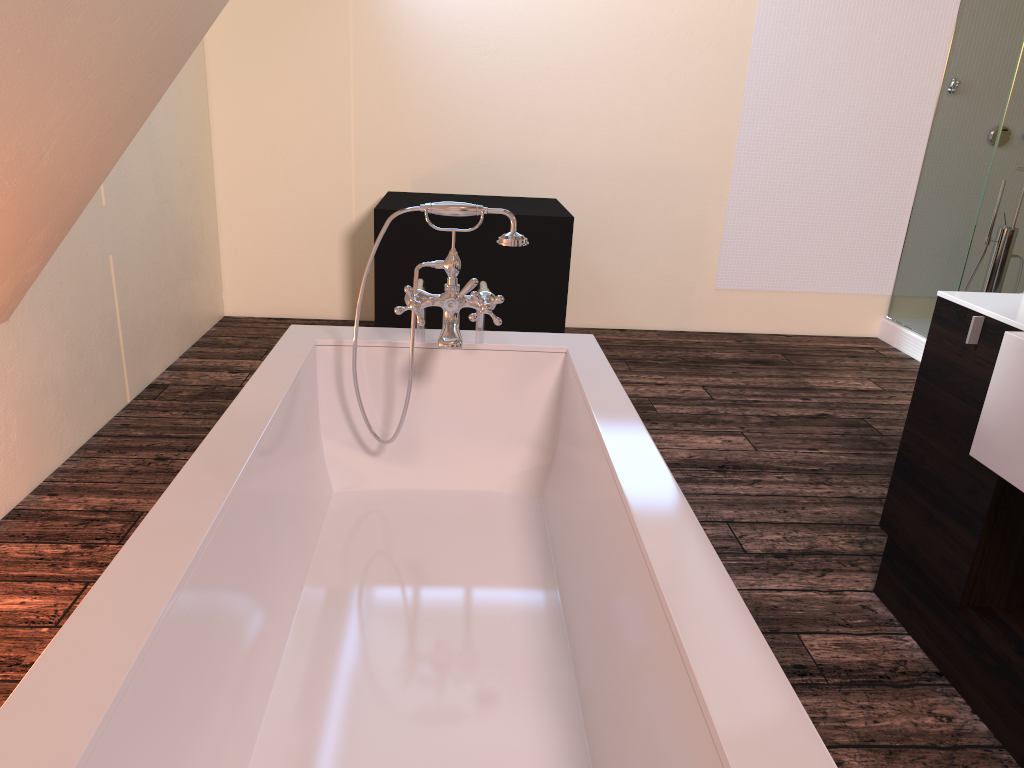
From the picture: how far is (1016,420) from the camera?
1.69m

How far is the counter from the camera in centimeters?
169cm

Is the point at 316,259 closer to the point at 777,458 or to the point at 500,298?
the point at 777,458

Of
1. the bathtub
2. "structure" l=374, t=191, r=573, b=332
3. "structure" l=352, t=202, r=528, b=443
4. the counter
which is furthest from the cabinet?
"structure" l=374, t=191, r=573, b=332

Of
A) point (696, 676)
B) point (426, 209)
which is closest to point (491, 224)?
point (426, 209)

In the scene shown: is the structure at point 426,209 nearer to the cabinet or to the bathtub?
the bathtub

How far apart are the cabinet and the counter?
0.01m

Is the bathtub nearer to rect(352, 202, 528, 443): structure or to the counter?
rect(352, 202, 528, 443): structure

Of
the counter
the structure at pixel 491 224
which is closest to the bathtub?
the counter

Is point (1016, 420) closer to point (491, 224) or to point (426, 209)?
point (426, 209)
